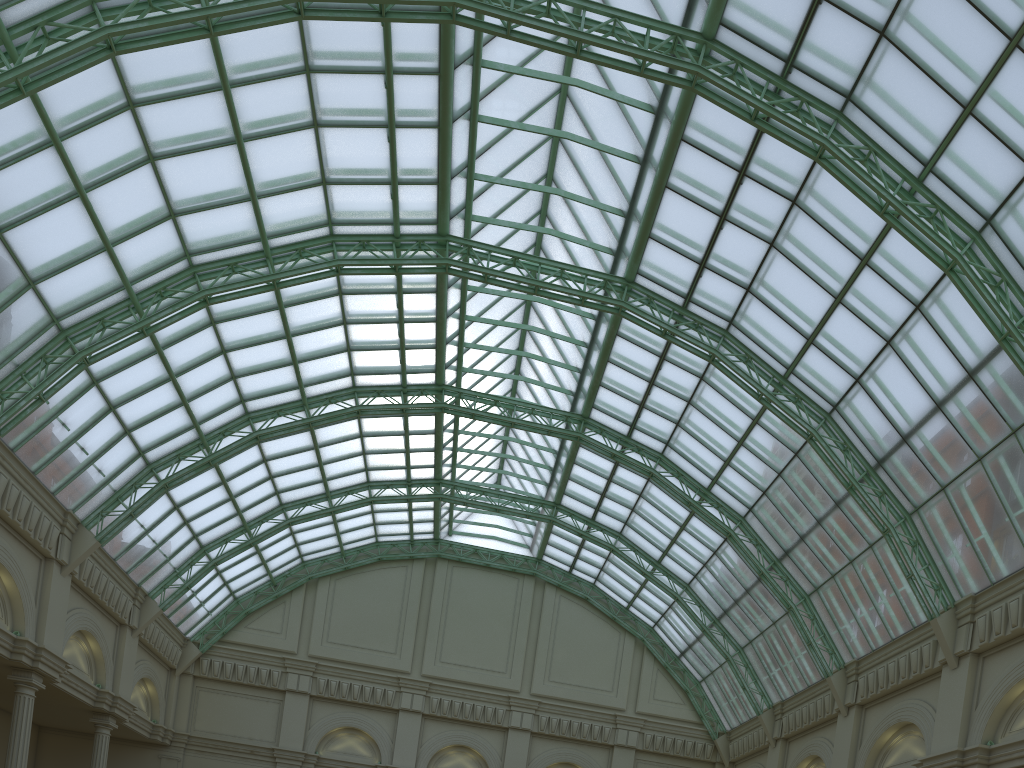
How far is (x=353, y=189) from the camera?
34.7m
